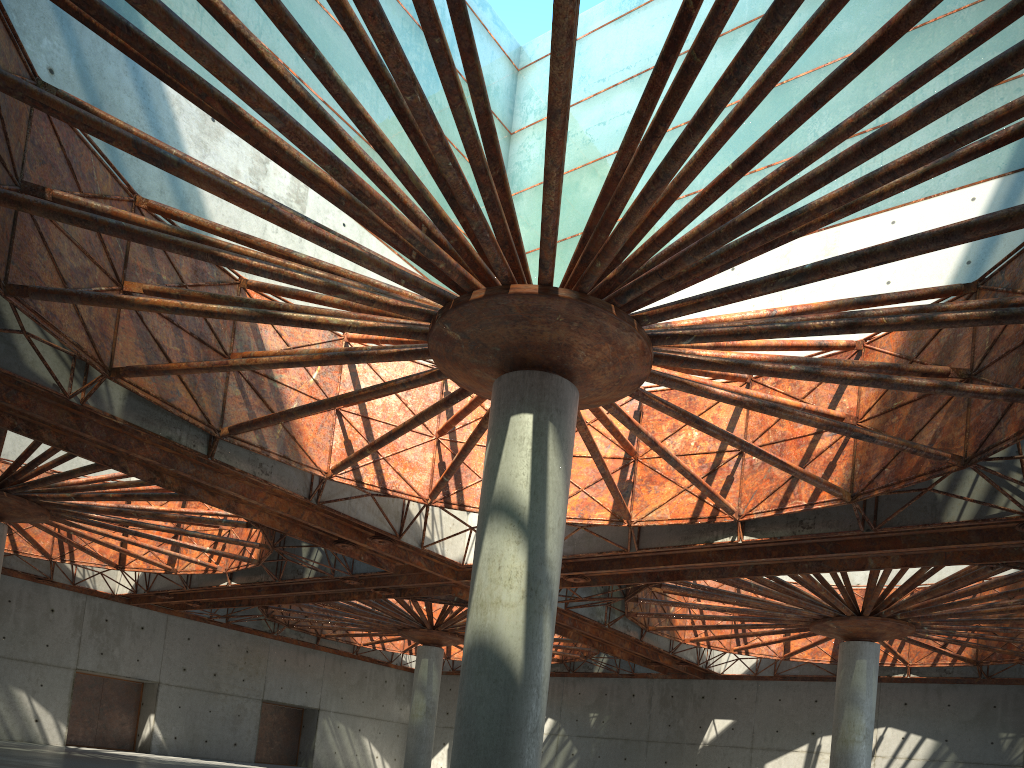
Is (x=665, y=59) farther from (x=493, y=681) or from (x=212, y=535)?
(x=212, y=535)
